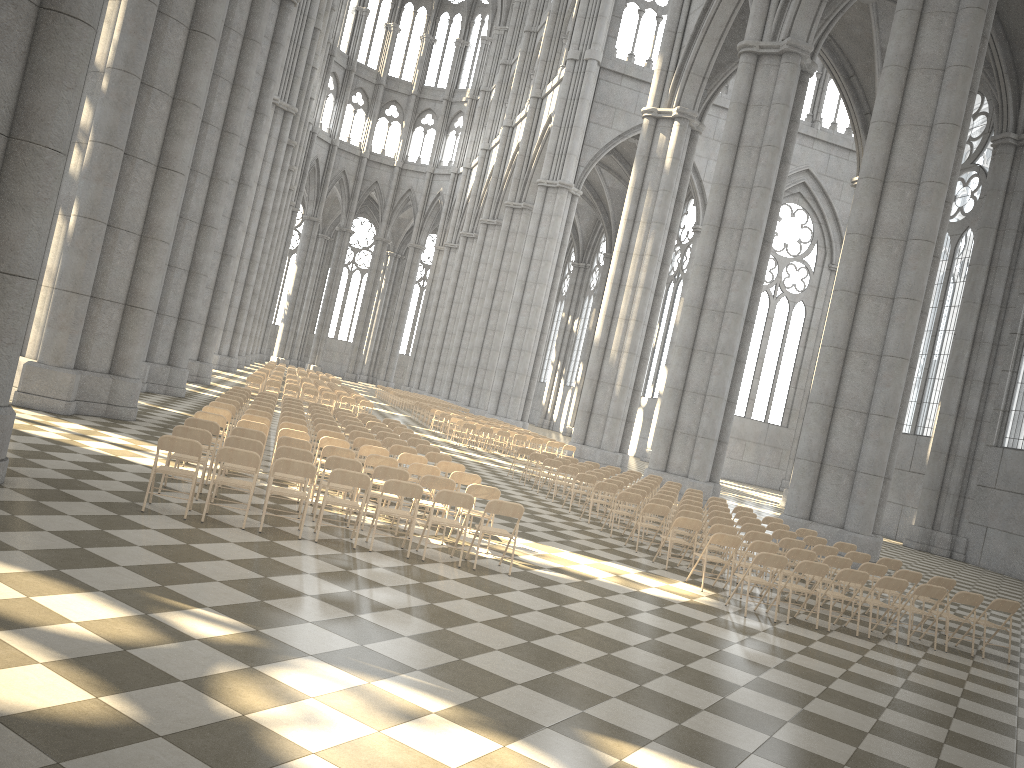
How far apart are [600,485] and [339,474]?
7.7 meters

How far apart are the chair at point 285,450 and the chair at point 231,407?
4.5m

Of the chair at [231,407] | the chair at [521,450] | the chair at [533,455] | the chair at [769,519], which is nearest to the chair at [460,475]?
the chair at [231,407]

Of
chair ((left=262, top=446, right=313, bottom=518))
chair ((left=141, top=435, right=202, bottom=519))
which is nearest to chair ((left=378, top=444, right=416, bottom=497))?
chair ((left=262, top=446, right=313, bottom=518))

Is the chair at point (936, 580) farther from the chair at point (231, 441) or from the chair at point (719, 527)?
the chair at point (231, 441)

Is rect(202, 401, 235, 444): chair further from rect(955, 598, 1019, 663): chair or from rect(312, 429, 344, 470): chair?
rect(955, 598, 1019, 663): chair

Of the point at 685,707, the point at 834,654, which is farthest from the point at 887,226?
the point at 685,707

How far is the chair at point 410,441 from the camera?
16.6 meters

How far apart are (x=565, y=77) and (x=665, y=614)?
44.5m

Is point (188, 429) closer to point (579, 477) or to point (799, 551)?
point (799, 551)
